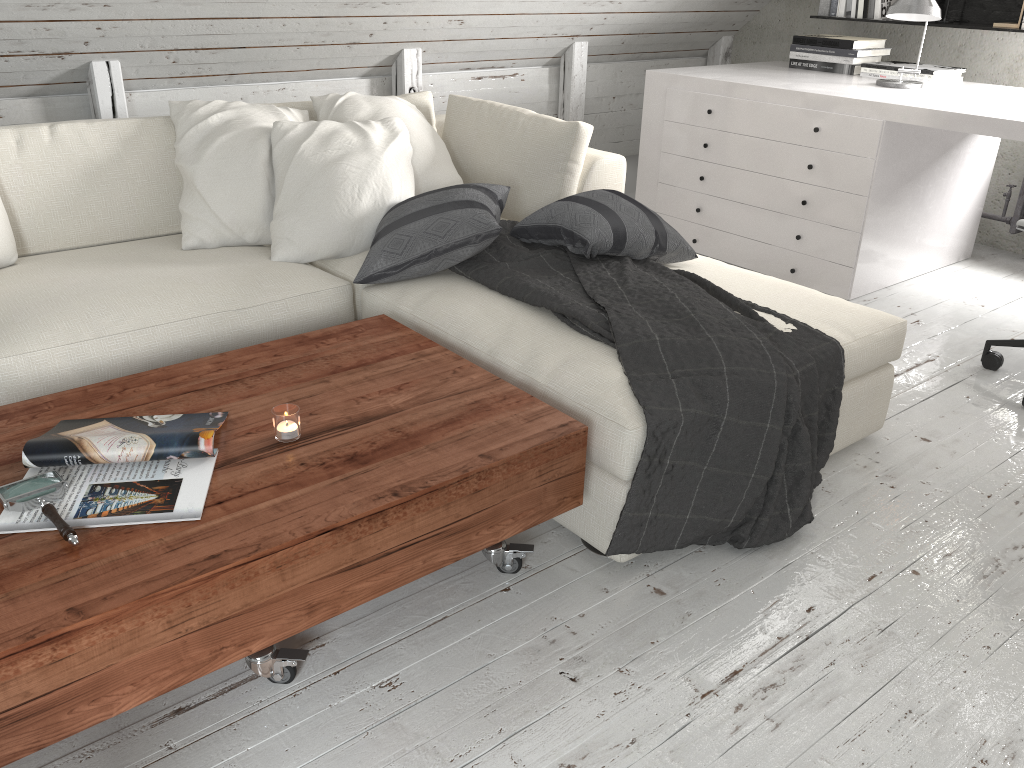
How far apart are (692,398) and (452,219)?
0.9 meters

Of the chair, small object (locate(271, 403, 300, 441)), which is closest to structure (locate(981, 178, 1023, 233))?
the chair

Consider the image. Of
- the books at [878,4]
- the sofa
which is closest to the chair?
the sofa

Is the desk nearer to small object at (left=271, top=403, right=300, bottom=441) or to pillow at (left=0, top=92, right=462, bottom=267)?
pillow at (left=0, top=92, right=462, bottom=267)

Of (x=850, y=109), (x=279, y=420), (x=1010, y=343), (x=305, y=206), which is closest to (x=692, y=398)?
(x=279, y=420)

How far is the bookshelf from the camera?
3.9 meters

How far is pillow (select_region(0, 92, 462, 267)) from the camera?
2.5m

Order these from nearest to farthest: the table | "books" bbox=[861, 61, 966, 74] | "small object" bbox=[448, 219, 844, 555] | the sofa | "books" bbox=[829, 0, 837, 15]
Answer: the table → "small object" bbox=[448, 219, 844, 555] → the sofa → "books" bbox=[861, 61, 966, 74] → "books" bbox=[829, 0, 837, 15]

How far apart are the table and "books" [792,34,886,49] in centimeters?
287cm

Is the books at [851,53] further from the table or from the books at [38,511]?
the books at [38,511]
